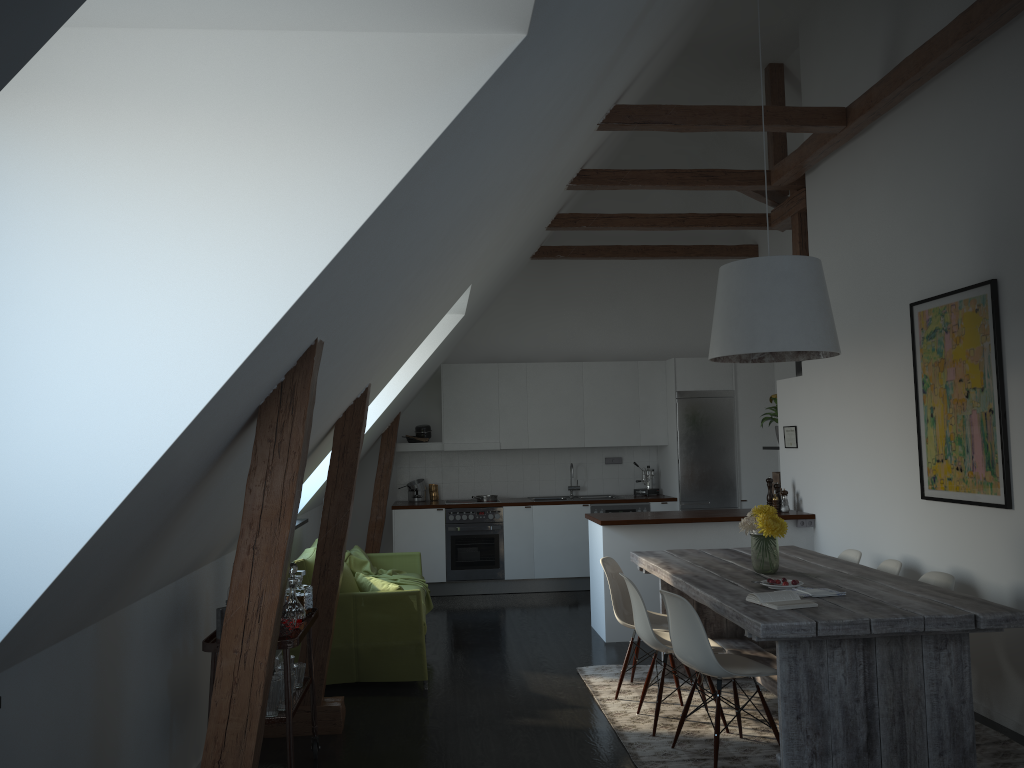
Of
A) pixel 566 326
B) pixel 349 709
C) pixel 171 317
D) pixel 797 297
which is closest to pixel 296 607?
pixel 349 709

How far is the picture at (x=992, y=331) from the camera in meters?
4.6 m

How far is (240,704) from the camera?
2.7 meters

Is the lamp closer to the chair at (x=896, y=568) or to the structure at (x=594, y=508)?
the chair at (x=896, y=568)

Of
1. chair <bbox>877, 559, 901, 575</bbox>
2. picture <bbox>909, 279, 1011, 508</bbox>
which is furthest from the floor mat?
picture <bbox>909, 279, 1011, 508</bbox>

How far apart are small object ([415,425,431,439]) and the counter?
0.7 meters

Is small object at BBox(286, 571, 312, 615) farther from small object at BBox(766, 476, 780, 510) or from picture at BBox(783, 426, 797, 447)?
picture at BBox(783, 426, 797, 447)

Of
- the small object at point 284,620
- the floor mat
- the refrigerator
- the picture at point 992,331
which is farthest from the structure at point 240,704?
the picture at point 992,331

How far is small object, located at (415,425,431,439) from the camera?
9.41m

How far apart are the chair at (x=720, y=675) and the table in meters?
0.1 m
